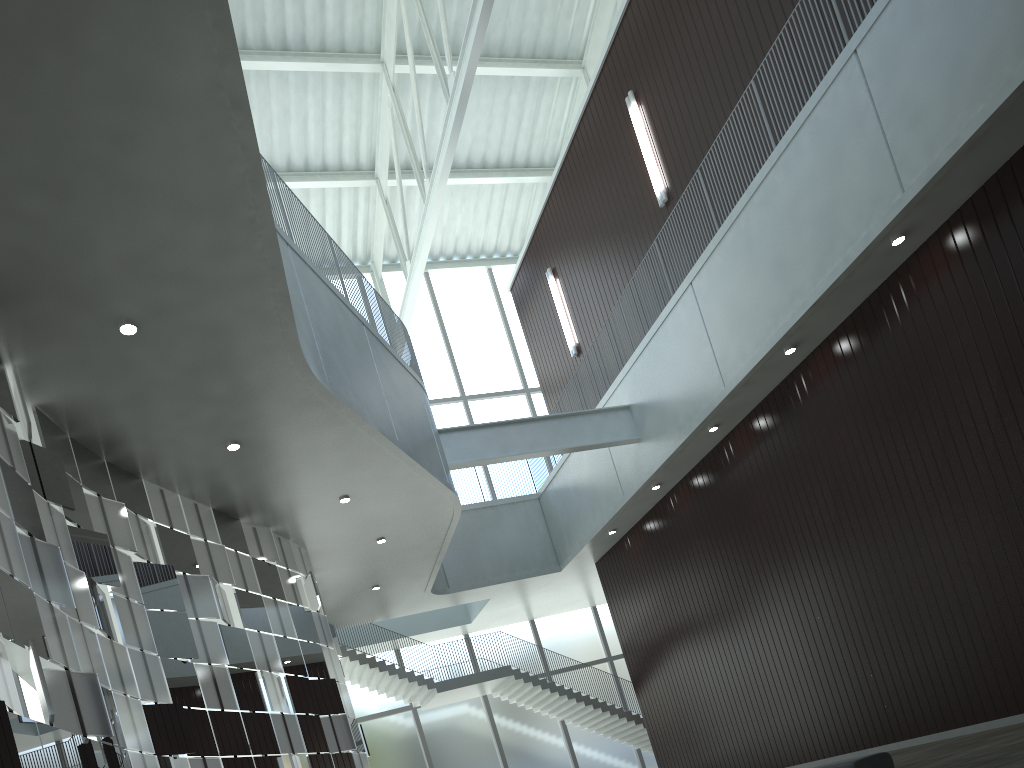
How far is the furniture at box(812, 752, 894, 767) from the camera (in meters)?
29.54

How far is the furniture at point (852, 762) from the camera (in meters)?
29.54
